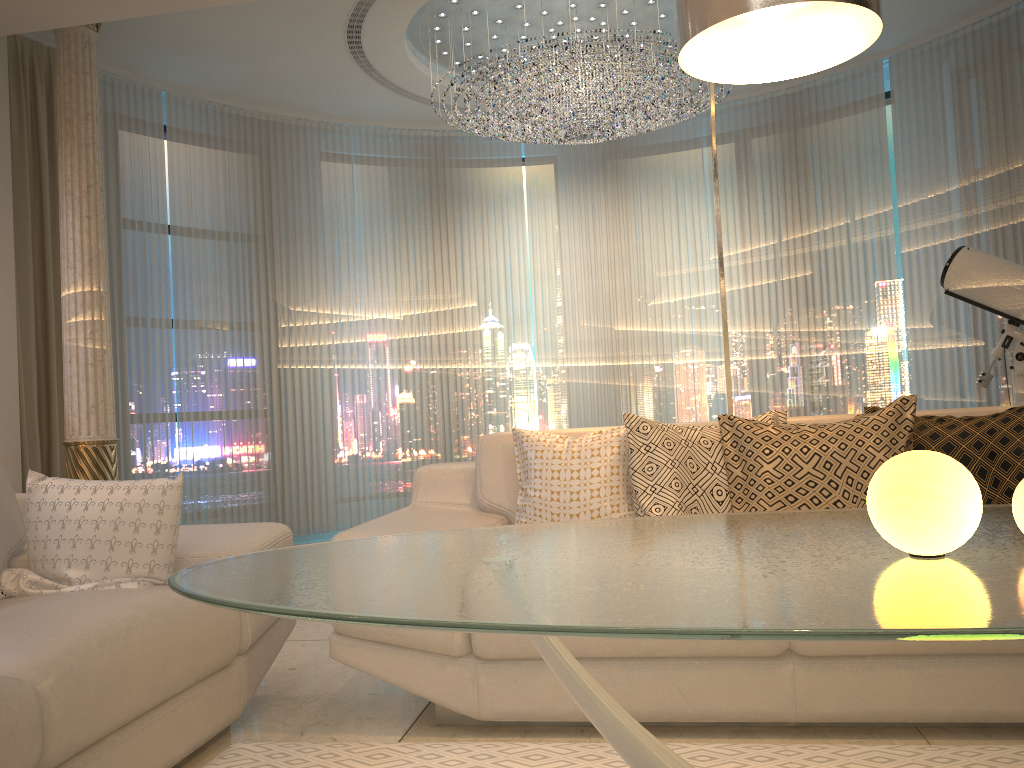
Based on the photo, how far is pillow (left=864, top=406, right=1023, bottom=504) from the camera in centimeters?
238cm

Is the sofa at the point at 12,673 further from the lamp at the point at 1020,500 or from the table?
the lamp at the point at 1020,500

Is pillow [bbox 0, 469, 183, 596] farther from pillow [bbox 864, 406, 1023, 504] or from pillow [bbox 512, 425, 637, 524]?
pillow [bbox 864, 406, 1023, 504]

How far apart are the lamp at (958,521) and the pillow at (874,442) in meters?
1.4 m

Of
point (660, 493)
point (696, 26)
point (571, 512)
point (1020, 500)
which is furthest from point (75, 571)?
point (1020, 500)

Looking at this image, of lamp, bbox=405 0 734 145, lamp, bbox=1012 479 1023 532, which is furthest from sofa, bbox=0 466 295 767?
lamp, bbox=405 0 734 145

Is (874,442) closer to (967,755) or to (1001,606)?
(967,755)

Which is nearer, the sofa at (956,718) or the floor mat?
the floor mat

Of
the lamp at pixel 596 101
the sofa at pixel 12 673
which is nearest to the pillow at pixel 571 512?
the sofa at pixel 12 673

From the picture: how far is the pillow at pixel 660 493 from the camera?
2.6m
